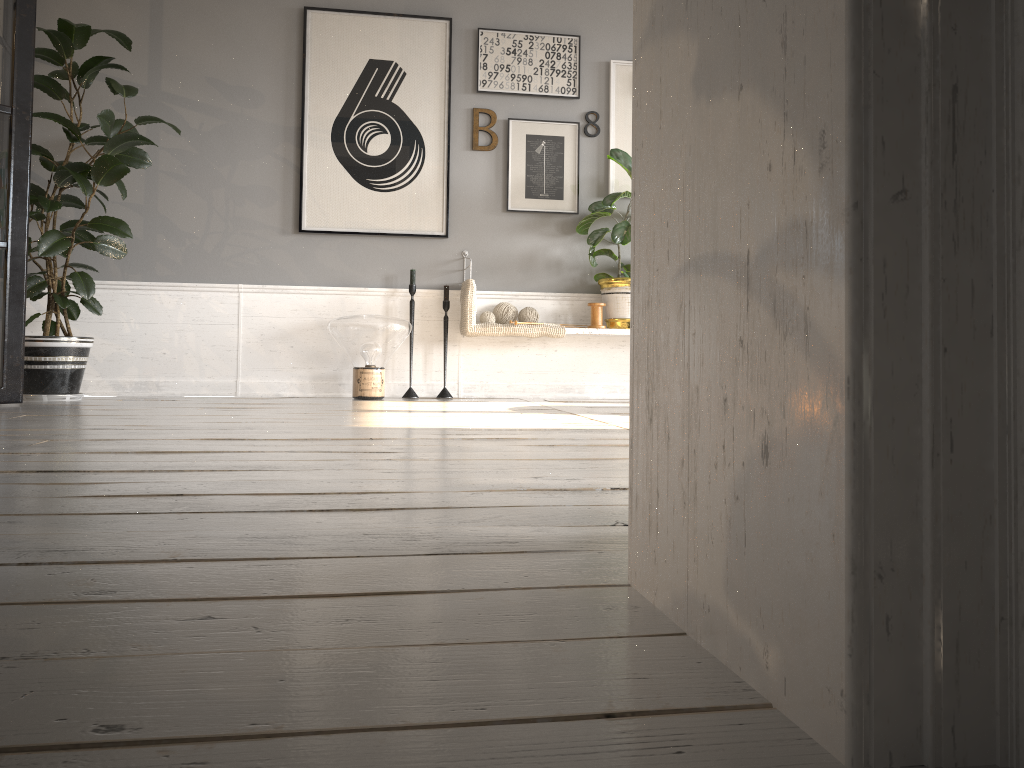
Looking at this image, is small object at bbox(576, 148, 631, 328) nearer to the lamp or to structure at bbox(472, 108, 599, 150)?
structure at bbox(472, 108, 599, 150)

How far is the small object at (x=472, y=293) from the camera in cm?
461

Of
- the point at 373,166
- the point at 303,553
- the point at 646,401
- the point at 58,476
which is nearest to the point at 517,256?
the point at 373,166

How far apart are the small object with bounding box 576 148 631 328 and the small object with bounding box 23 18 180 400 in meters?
2.2 m

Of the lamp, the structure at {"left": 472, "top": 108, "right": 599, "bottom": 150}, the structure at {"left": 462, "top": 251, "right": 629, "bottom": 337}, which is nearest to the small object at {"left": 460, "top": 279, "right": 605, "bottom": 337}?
the structure at {"left": 462, "top": 251, "right": 629, "bottom": 337}

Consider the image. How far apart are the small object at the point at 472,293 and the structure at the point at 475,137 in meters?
0.8 m

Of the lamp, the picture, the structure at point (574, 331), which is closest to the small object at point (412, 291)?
the lamp

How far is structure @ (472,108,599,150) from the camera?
4.9m

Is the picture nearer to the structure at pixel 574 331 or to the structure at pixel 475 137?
the structure at pixel 475 137

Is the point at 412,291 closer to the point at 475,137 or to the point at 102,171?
the point at 475,137
